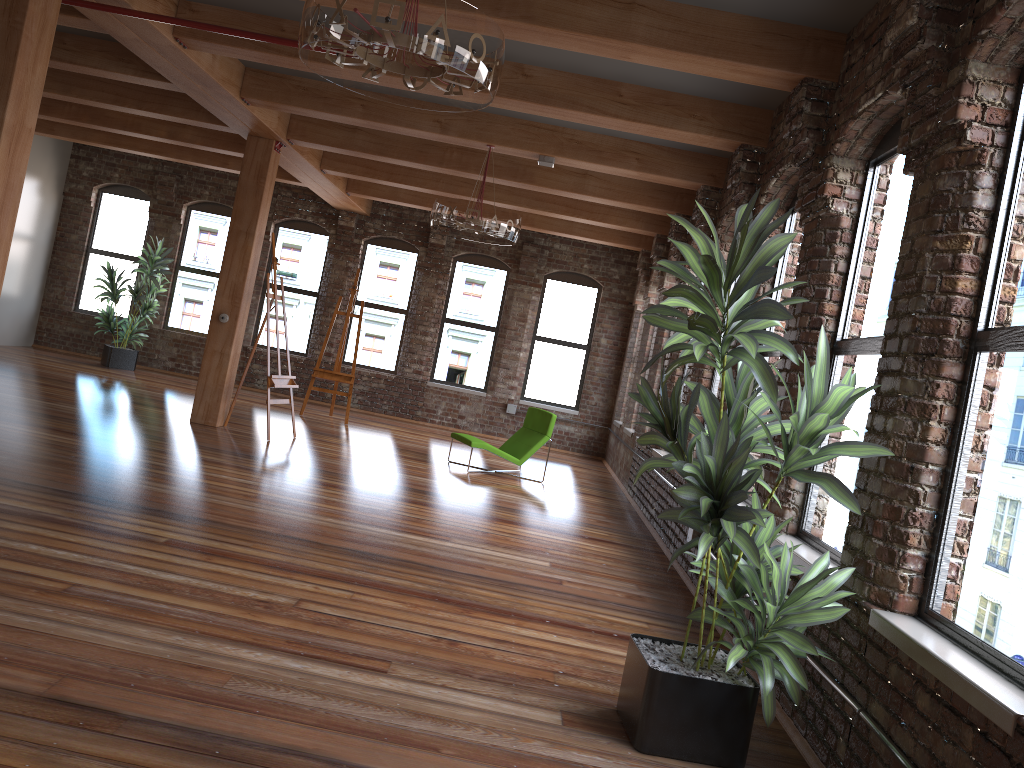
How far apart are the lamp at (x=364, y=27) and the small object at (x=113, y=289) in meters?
10.6 m

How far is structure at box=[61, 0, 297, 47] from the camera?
5.6m

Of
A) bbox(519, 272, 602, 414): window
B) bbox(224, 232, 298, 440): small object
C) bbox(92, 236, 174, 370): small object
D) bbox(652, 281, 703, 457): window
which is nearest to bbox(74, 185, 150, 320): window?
bbox(92, 236, 174, 370): small object

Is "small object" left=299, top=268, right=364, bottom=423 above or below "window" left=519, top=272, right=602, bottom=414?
below

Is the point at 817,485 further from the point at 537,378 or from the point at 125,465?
the point at 537,378

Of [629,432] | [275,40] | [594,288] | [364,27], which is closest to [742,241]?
[364,27]

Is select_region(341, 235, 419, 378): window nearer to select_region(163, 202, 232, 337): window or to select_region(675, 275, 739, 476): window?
select_region(163, 202, 232, 337): window

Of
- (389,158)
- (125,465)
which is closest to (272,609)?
(125,465)

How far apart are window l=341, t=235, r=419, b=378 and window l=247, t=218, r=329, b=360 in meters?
0.6

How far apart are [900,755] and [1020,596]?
0.6 meters
